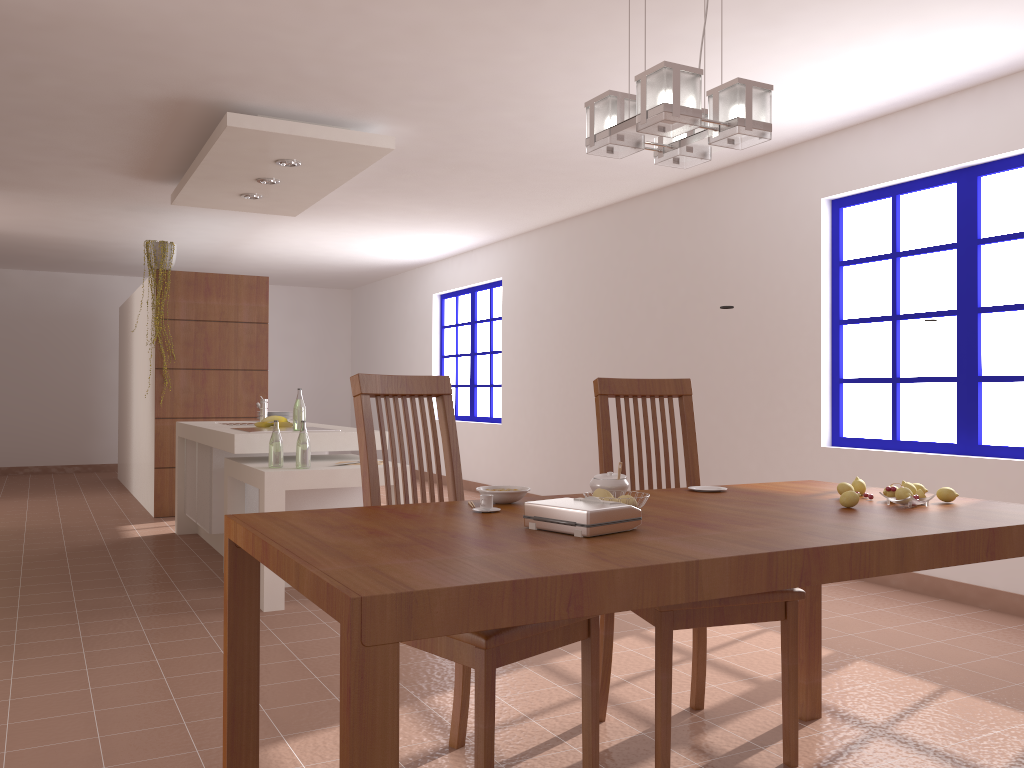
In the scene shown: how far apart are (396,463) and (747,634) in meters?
2.1 m

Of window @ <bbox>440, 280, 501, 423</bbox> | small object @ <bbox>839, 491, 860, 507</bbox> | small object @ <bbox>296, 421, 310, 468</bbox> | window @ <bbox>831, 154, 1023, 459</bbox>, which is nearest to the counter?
small object @ <bbox>296, 421, 310, 468</bbox>

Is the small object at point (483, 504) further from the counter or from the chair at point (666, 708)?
the counter

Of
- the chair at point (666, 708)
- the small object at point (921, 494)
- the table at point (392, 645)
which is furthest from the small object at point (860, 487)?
the chair at point (666, 708)

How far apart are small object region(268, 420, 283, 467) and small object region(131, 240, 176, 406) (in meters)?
3.45

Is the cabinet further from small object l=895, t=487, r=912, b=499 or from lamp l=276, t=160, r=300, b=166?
small object l=895, t=487, r=912, b=499

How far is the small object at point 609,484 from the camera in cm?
212

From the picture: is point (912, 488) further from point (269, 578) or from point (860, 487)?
point (269, 578)

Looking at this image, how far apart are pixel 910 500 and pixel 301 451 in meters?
2.9

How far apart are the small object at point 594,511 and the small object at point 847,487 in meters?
0.8
